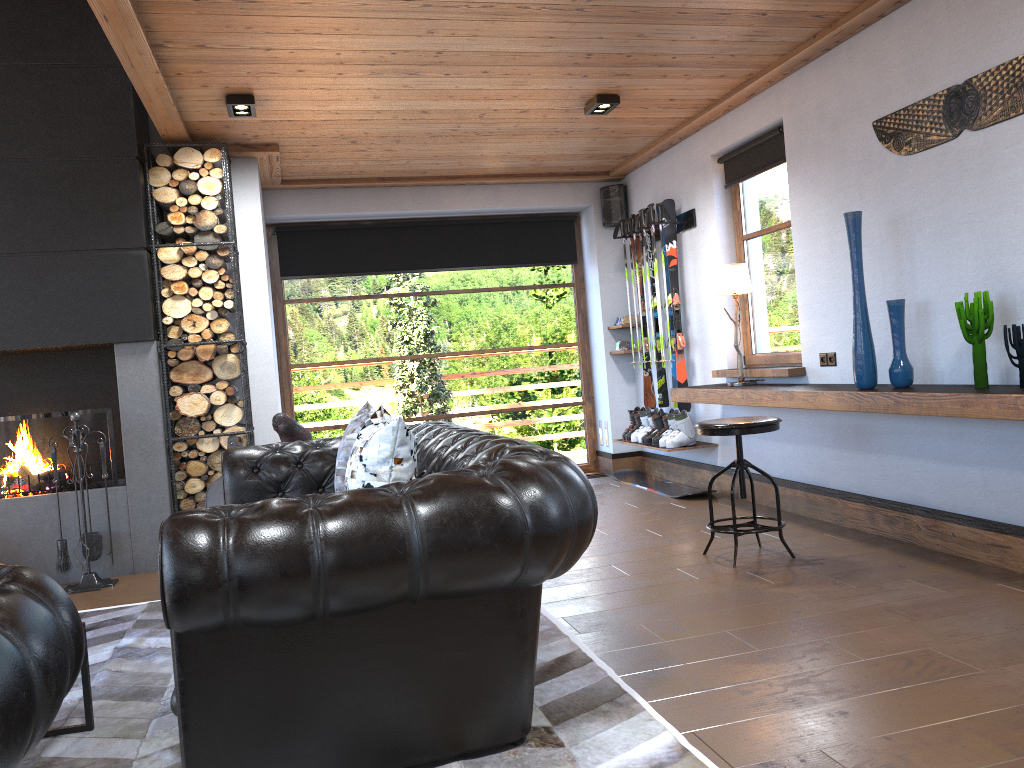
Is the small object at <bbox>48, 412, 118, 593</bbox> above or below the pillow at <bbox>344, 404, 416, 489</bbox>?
below

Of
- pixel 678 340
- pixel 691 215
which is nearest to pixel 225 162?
pixel 691 215

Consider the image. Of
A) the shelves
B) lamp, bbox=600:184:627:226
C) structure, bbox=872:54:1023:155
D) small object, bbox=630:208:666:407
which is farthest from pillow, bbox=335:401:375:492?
lamp, bbox=600:184:627:226

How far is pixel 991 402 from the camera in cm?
336

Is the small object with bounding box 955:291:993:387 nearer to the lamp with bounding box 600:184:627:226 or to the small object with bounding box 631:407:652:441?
the small object with bounding box 631:407:652:441

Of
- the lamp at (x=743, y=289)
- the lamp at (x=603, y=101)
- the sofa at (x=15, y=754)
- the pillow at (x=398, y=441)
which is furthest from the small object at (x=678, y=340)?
the sofa at (x=15, y=754)

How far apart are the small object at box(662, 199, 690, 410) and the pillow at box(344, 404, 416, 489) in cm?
361

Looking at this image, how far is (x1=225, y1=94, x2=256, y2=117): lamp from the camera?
4.9m

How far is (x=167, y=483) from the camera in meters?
5.5

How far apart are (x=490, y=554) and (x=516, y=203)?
5.80m
